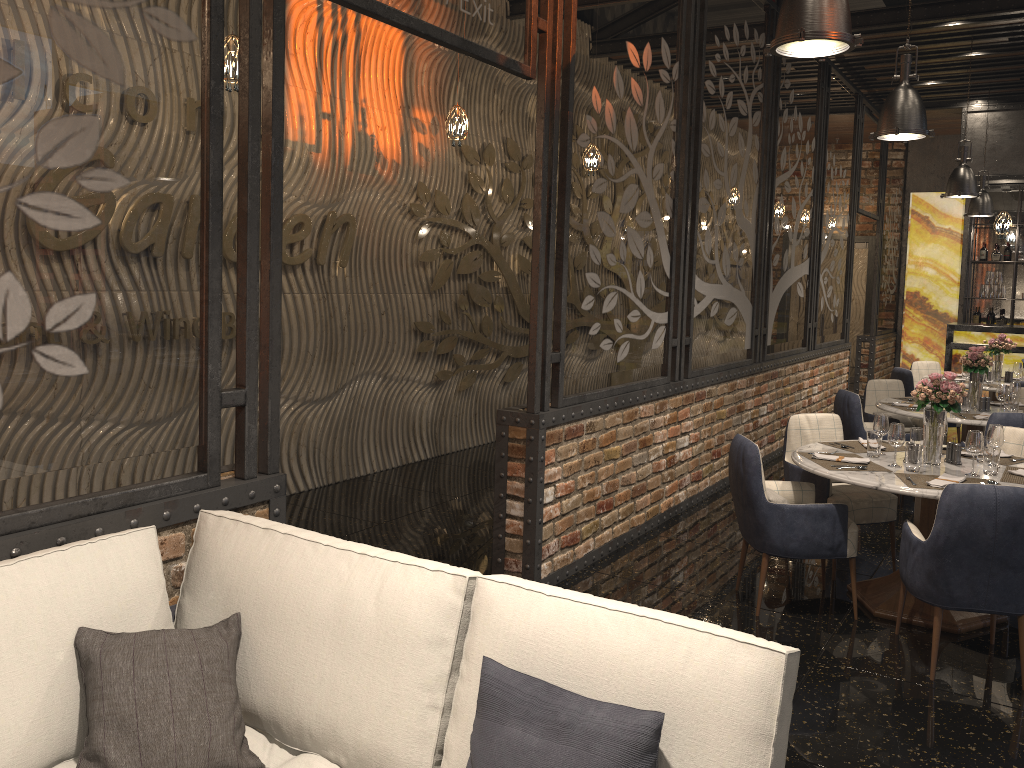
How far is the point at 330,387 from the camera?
6.8 meters

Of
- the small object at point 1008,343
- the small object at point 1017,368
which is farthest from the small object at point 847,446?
the small object at point 1008,343

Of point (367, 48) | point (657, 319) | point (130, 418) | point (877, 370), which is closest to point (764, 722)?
point (130, 418)

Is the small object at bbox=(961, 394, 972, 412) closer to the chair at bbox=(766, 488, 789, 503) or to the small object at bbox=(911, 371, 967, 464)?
the small object at bbox=(911, 371, 967, 464)

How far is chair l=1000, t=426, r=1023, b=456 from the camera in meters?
5.1 m

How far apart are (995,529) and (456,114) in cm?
396

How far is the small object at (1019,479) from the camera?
4.3m

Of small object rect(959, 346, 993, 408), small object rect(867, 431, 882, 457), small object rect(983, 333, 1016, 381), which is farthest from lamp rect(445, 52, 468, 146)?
small object rect(983, 333, 1016, 381)

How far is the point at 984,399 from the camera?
6.6m

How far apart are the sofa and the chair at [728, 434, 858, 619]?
2.58m
